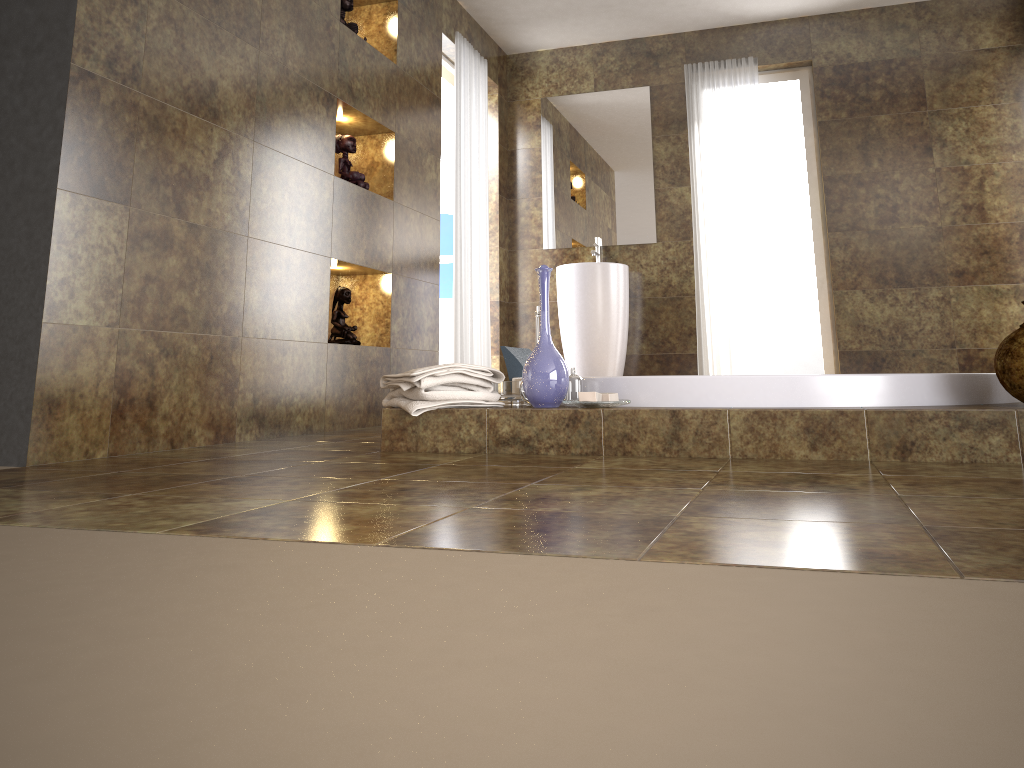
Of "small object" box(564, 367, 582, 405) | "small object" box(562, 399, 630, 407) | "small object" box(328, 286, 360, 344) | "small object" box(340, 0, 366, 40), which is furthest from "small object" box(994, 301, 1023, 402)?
"small object" box(340, 0, 366, 40)

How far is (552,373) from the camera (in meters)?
2.50

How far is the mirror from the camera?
5.6 meters

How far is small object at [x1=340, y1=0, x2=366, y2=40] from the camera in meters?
3.9 m

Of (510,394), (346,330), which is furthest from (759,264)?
(510,394)

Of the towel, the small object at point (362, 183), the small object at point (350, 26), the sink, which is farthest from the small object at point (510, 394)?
the sink

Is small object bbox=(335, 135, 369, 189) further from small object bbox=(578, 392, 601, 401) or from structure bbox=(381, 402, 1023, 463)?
small object bbox=(578, 392, 601, 401)

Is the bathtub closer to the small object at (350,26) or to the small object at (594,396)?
the small object at (594,396)

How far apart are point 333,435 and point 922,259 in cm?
365

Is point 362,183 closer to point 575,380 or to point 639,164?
point 575,380
